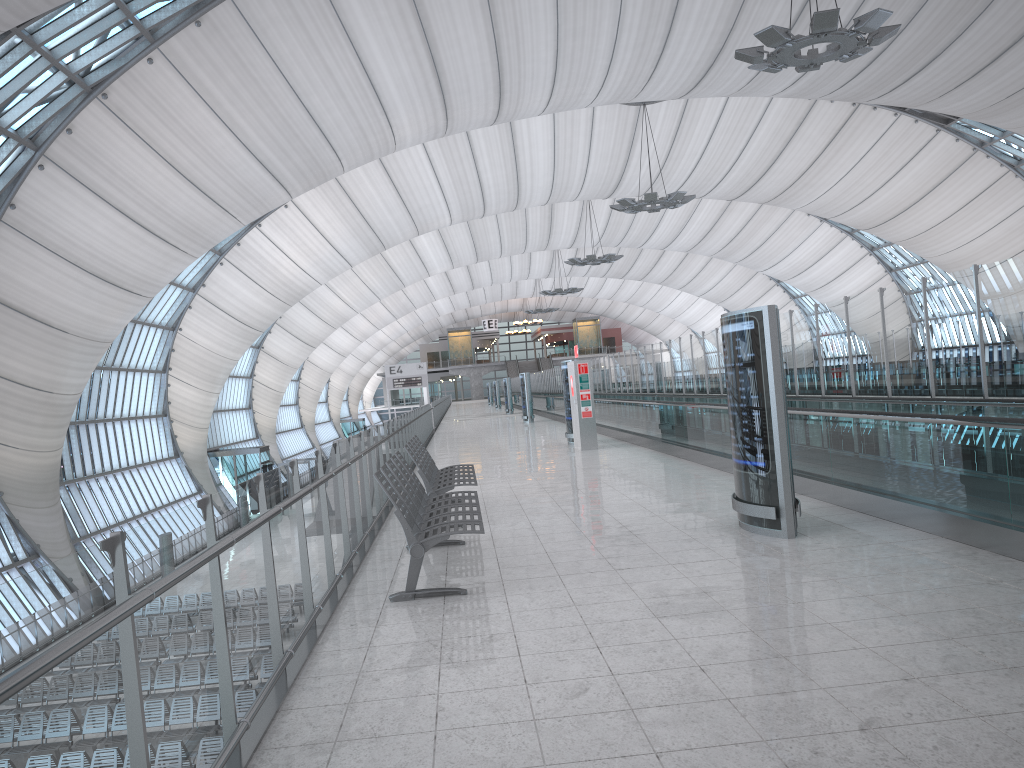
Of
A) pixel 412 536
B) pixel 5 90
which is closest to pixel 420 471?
pixel 412 536

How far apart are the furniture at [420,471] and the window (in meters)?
15.75

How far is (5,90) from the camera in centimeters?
2134cm

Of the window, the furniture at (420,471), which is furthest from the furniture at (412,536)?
the window

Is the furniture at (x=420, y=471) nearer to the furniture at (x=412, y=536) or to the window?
the furniture at (x=412, y=536)

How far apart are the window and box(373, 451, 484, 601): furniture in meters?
17.4

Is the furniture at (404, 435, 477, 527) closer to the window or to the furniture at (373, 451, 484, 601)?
the furniture at (373, 451, 484, 601)

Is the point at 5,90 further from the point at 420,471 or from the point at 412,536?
the point at 412,536

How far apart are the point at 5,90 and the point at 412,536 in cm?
2087

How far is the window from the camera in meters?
21.3
